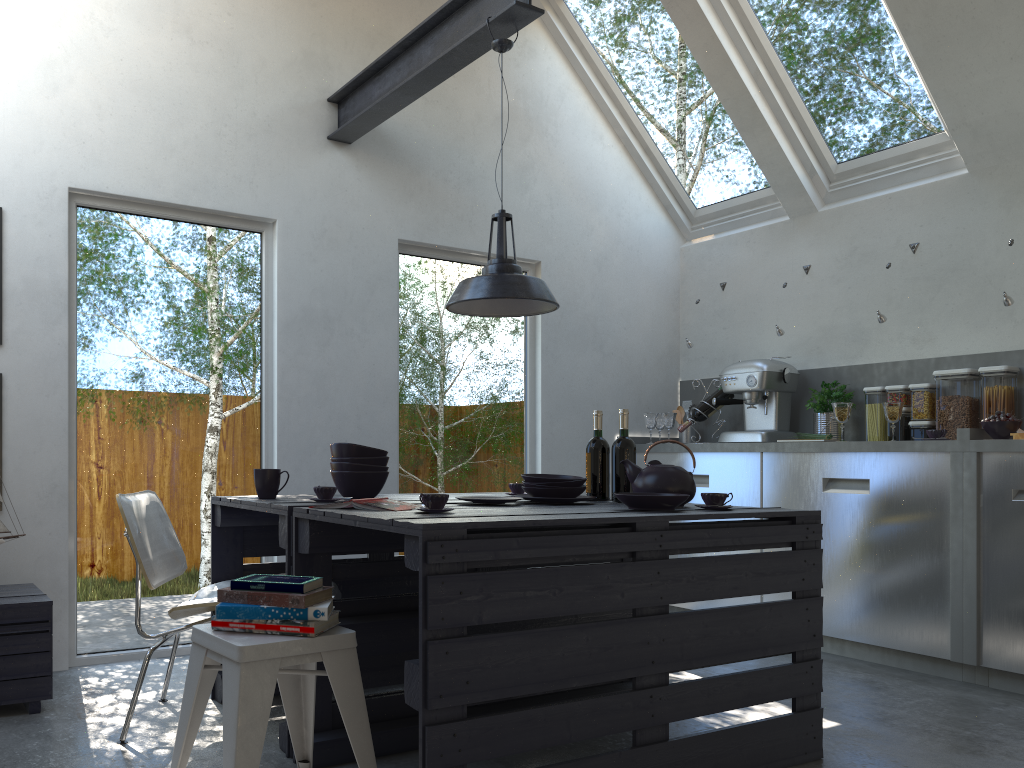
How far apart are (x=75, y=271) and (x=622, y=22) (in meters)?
3.37

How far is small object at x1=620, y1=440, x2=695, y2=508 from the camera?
2.95m

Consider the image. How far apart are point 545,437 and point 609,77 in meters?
2.3

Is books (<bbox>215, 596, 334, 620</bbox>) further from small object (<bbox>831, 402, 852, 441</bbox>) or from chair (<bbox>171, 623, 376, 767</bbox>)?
small object (<bbox>831, 402, 852, 441</bbox>)

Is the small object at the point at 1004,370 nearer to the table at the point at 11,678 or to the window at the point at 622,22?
the window at the point at 622,22

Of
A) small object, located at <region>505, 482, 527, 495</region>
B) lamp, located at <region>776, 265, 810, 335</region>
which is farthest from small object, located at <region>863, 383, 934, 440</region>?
small object, located at <region>505, 482, 527, 495</region>

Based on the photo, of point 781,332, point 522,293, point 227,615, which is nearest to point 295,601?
point 227,615

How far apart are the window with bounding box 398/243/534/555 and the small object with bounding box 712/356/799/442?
1.1m

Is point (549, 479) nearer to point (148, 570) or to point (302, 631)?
point (302, 631)

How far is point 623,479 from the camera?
3.26m
